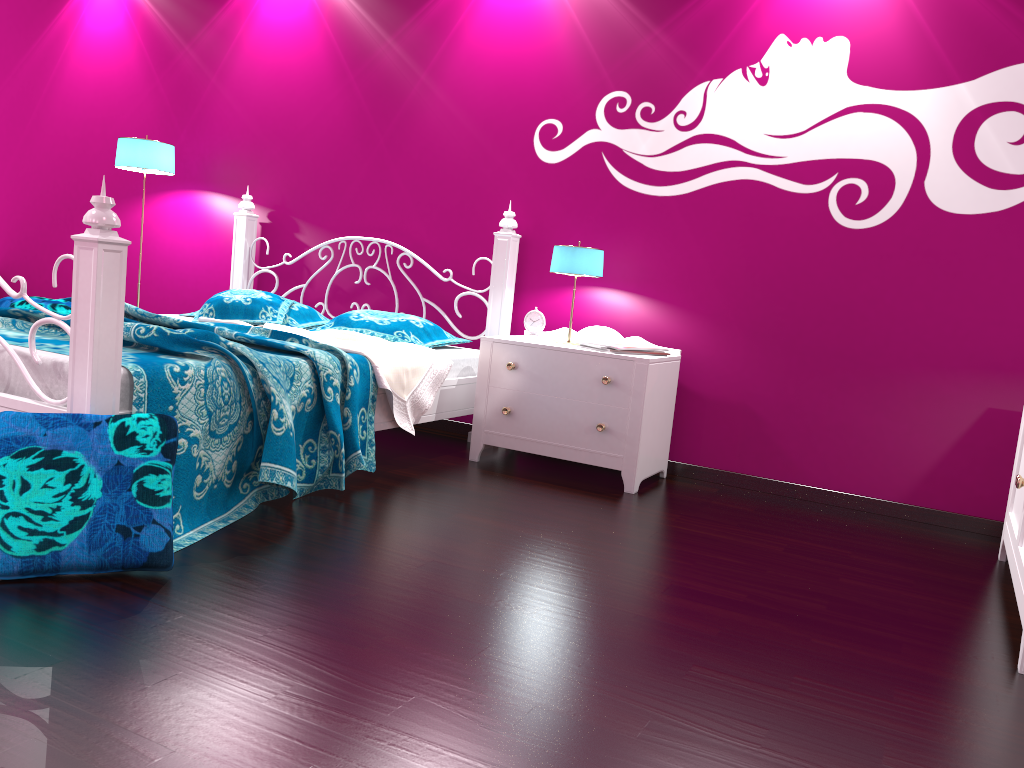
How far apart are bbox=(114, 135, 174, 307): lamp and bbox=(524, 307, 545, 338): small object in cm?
224

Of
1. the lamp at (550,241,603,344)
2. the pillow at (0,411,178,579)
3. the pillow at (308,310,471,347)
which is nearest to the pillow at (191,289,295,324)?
the pillow at (308,310,471,347)

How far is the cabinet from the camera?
2.39m

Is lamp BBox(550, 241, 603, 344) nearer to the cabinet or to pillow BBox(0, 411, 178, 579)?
the cabinet

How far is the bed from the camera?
2.2 meters

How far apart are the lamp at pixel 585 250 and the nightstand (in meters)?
0.28

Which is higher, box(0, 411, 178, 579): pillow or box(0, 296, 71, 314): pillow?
box(0, 296, 71, 314): pillow

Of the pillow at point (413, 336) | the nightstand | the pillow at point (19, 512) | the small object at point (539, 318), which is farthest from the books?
the pillow at point (19, 512)

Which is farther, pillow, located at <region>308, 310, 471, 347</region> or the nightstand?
pillow, located at <region>308, 310, 471, 347</region>

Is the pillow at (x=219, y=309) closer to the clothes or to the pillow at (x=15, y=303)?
the clothes
